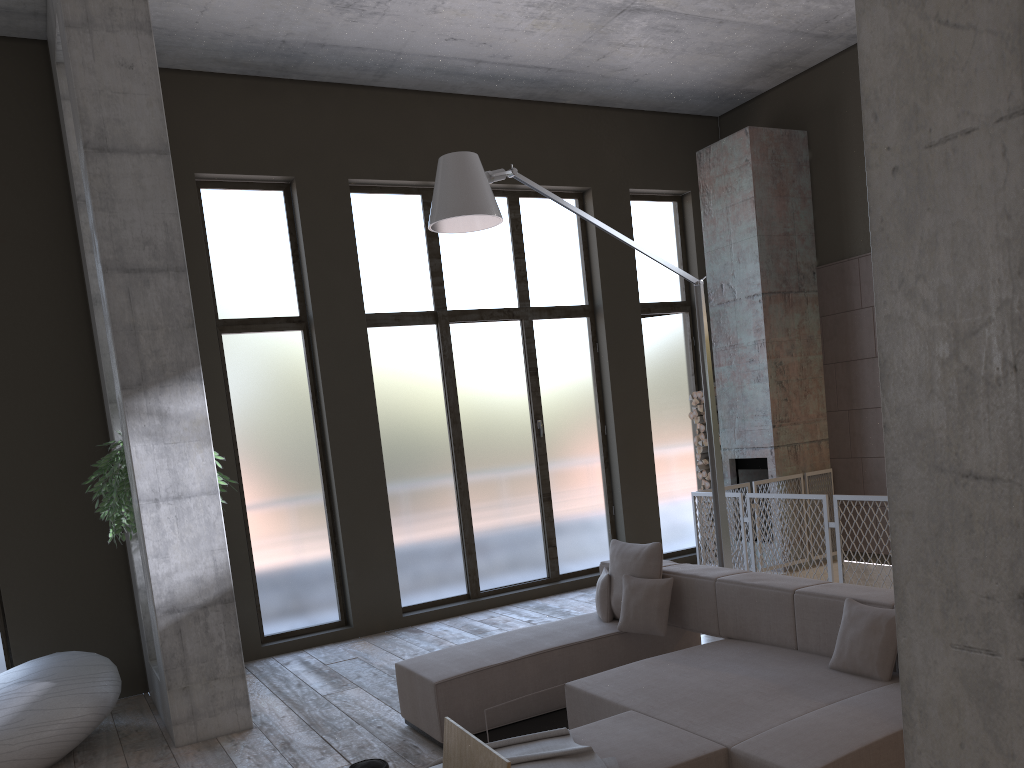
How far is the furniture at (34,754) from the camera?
5.02m

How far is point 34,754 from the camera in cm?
502

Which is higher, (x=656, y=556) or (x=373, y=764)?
(x=656, y=556)

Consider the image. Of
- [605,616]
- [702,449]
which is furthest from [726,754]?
[702,449]

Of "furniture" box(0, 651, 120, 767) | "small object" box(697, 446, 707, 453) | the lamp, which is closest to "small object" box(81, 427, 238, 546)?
"furniture" box(0, 651, 120, 767)

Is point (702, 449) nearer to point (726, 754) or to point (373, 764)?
point (726, 754)

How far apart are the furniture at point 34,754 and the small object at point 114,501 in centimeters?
78cm

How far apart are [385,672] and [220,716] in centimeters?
145cm

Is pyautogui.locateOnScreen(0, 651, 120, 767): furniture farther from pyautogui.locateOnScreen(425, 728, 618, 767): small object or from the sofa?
pyautogui.locateOnScreen(425, 728, 618, 767): small object

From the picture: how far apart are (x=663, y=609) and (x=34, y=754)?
3.7m
